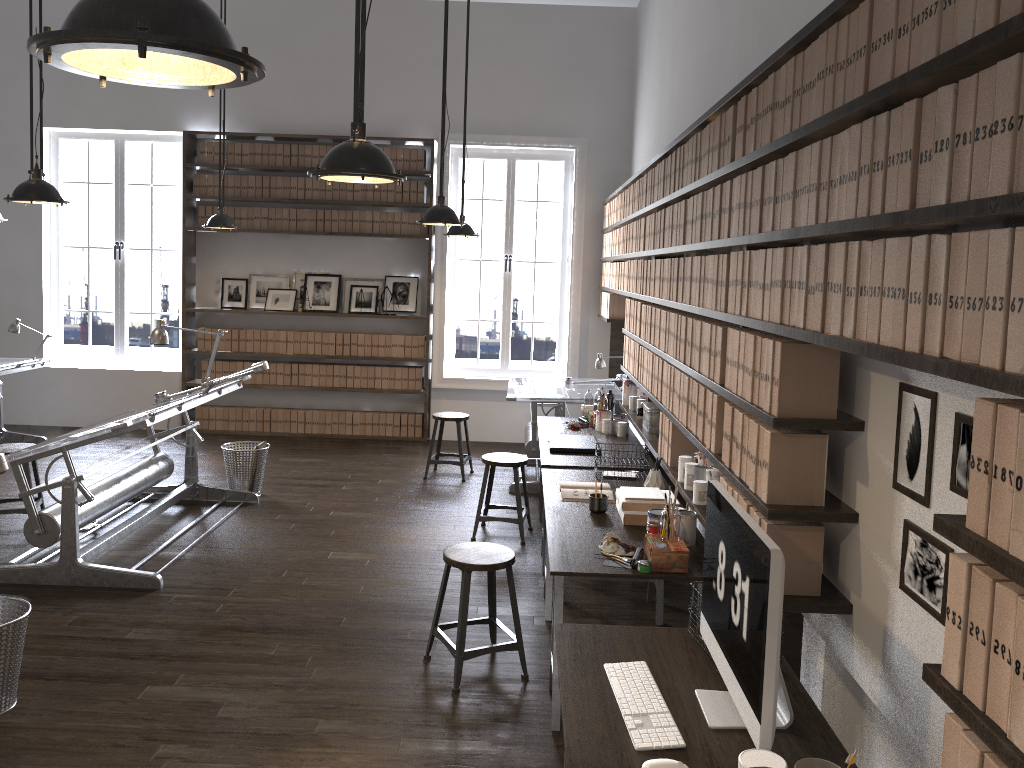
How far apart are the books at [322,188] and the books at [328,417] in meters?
2.2

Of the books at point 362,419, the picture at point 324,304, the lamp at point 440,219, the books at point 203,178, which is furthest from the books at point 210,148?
the lamp at point 440,219

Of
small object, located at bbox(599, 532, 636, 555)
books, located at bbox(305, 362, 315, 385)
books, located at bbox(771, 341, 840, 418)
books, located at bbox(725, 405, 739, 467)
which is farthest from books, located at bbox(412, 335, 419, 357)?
books, located at bbox(771, 341, 840, 418)

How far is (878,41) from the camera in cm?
191

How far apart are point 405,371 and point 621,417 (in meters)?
3.43

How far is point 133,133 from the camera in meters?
8.9

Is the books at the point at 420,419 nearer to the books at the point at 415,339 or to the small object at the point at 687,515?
the books at the point at 415,339

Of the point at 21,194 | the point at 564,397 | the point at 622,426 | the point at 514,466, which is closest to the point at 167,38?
the point at 21,194

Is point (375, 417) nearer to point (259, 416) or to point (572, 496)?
point (259, 416)

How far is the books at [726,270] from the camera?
3.3 meters
